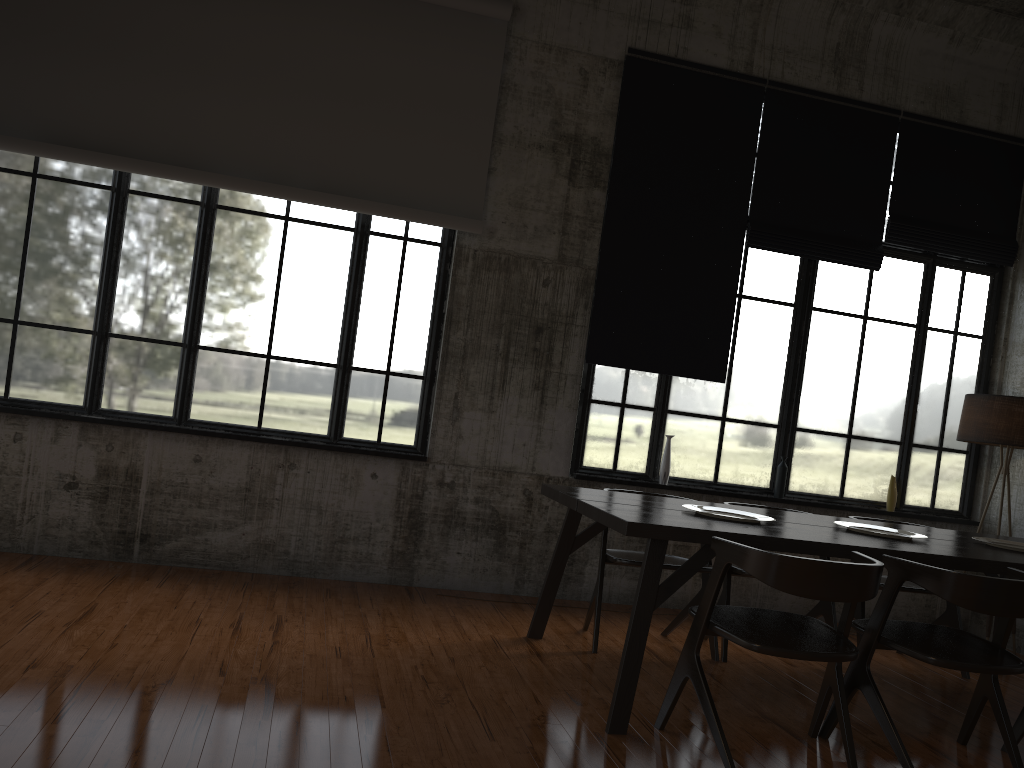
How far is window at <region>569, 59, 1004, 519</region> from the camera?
7.25m

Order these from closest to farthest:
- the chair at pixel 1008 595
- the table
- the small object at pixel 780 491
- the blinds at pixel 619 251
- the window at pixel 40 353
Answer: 1. the chair at pixel 1008 595
2. the table
3. the window at pixel 40 353
4. the blinds at pixel 619 251
5. the small object at pixel 780 491

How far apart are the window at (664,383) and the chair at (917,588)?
1.44m

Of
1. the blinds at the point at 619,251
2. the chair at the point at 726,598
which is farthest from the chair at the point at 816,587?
the blinds at the point at 619,251

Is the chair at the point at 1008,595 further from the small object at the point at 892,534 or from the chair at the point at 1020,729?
the small object at the point at 892,534

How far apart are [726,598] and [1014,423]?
2.9m

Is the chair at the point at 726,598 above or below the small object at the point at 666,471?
below

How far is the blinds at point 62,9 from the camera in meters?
6.2

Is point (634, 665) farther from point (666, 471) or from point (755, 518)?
point (666, 471)

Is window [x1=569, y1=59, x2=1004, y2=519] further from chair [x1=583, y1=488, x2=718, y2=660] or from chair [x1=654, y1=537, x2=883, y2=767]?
chair [x1=654, y1=537, x2=883, y2=767]
